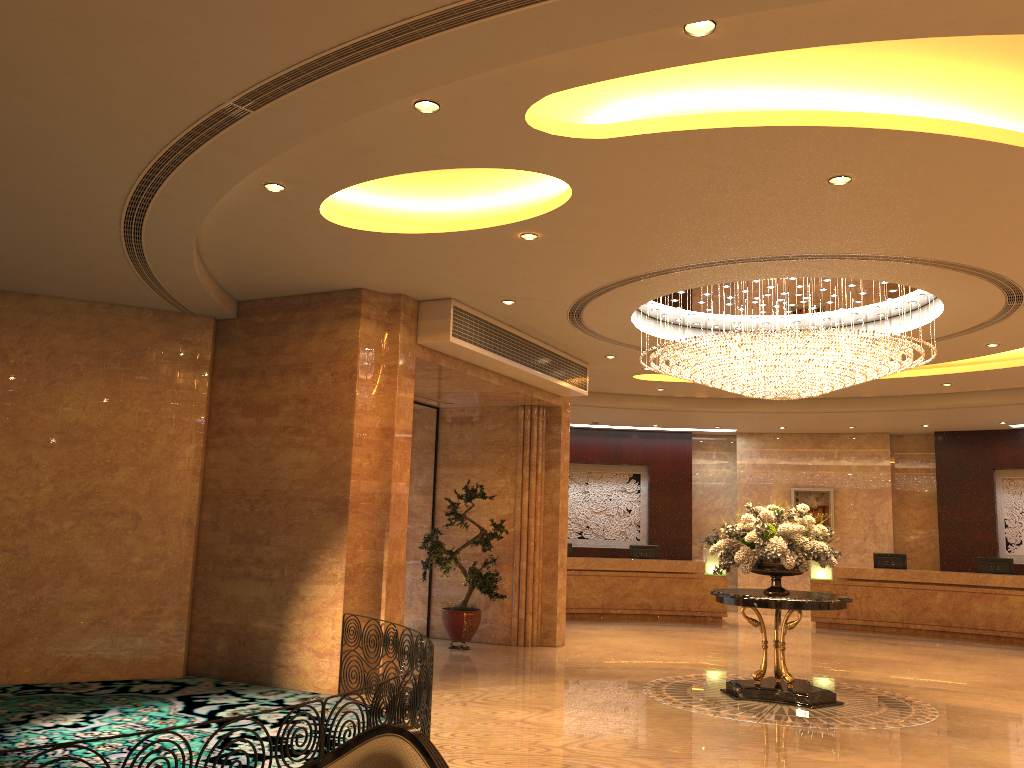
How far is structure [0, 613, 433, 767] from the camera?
5.1 meters

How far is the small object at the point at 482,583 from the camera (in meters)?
12.19

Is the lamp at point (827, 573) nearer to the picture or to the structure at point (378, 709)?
the picture

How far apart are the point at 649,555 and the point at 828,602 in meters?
9.2 m

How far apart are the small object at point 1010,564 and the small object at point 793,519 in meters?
8.3 m

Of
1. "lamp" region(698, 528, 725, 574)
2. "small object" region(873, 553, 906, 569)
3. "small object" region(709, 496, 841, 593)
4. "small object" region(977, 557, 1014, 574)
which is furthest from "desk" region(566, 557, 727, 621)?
"small object" region(709, 496, 841, 593)

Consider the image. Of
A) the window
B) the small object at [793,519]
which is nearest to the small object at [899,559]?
the small object at [793,519]

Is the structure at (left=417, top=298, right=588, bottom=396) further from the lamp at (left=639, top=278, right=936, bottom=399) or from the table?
the table

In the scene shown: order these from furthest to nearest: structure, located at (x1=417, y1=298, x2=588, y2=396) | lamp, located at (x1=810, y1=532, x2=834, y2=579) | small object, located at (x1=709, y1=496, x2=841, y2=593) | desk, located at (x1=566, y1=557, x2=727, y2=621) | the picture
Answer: the picture < desk, located at (x1=566, y1=557, x2=727, y2=621) < lamp, located at (x1=810, y1=532, x2=834, y2=579) < structure, located at (x1=417, y1=298, x2=588, y2=396) < small object, located at (x1=709, y1=496, x2=841, y2=593)

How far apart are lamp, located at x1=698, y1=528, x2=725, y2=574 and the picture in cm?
265
